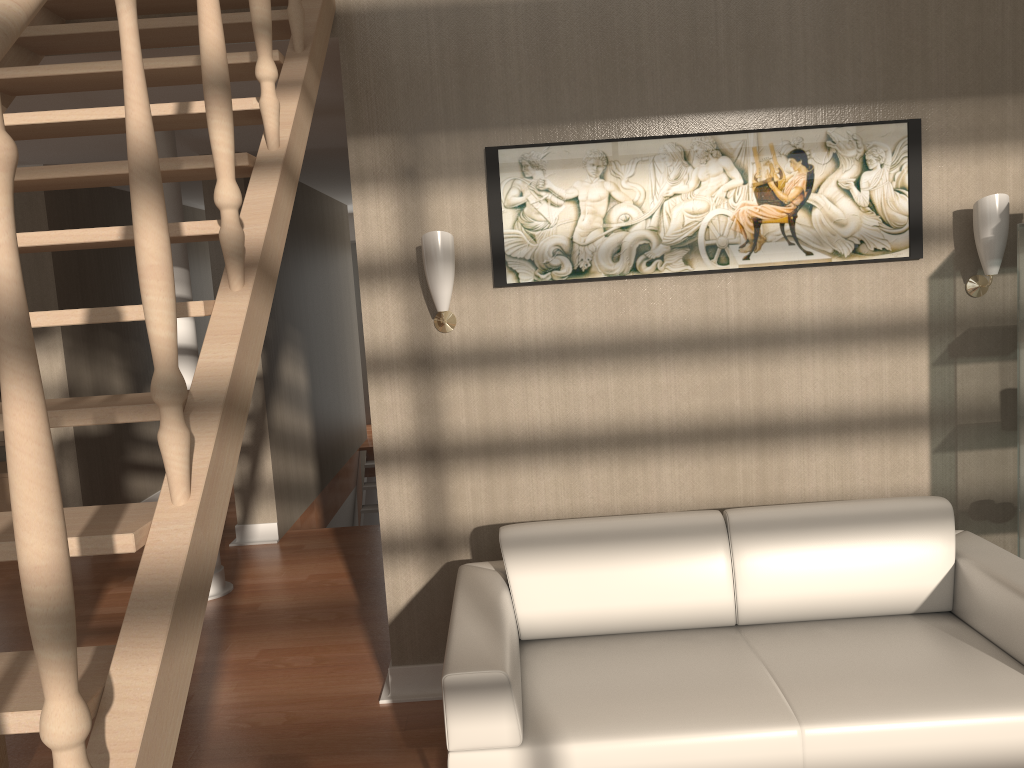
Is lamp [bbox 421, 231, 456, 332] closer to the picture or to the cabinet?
the picture

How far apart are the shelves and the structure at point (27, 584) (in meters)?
2.28

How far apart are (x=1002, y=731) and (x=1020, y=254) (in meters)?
1.53

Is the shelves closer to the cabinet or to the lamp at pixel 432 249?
the lamp at pixel 432 249

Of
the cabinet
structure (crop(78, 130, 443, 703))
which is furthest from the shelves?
the cabinet

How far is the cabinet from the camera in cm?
603

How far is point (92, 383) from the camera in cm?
579

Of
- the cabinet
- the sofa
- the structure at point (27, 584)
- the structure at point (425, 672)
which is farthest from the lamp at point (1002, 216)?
the cabinet

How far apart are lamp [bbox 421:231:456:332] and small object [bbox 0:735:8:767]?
1.9m

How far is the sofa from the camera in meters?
2.2
